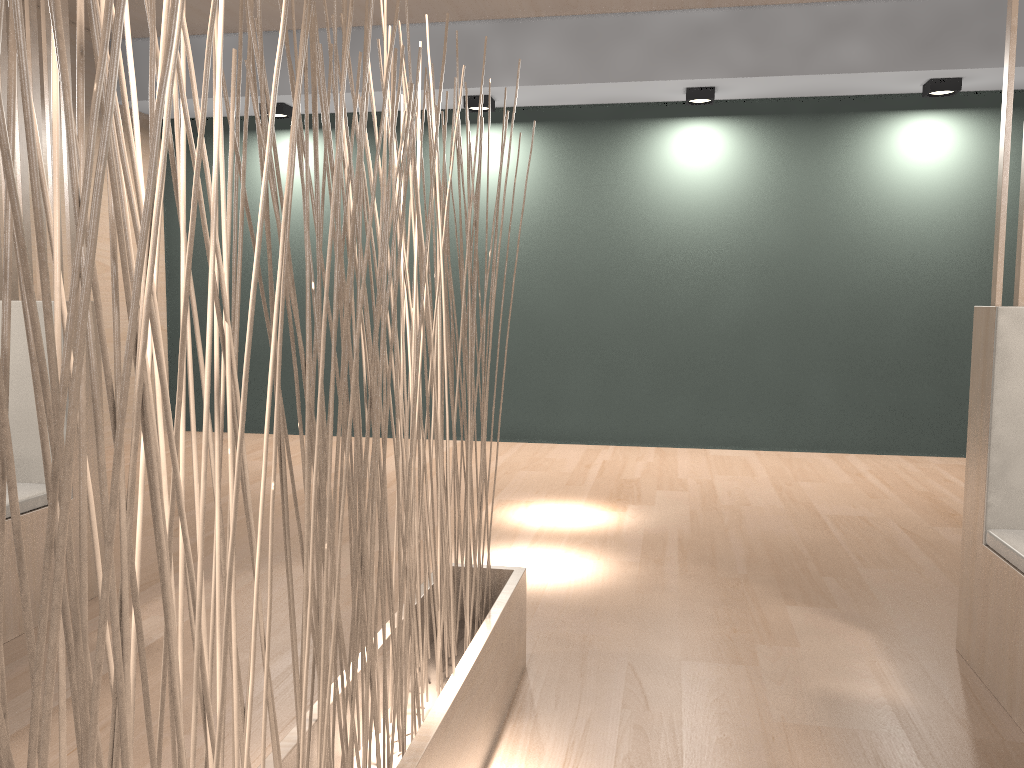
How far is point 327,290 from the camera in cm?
63

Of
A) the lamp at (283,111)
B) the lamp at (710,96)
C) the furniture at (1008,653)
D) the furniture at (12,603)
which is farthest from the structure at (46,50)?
the lamp at (710,96)

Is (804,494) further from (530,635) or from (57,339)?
(57,339)

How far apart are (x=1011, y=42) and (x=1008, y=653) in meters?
0.9 m

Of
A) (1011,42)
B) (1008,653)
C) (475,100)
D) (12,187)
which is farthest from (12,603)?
(475,100)

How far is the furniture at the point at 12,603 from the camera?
1.5m

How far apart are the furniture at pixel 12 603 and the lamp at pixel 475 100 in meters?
2.1

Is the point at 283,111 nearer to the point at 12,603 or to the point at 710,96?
the point at 710,96

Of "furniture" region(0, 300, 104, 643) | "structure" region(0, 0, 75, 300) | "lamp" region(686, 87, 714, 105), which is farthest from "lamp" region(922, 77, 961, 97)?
"furniture" region(0, 300, 104, 643)

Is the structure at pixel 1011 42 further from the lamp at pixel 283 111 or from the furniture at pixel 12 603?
the lamp at pixel 283 111
